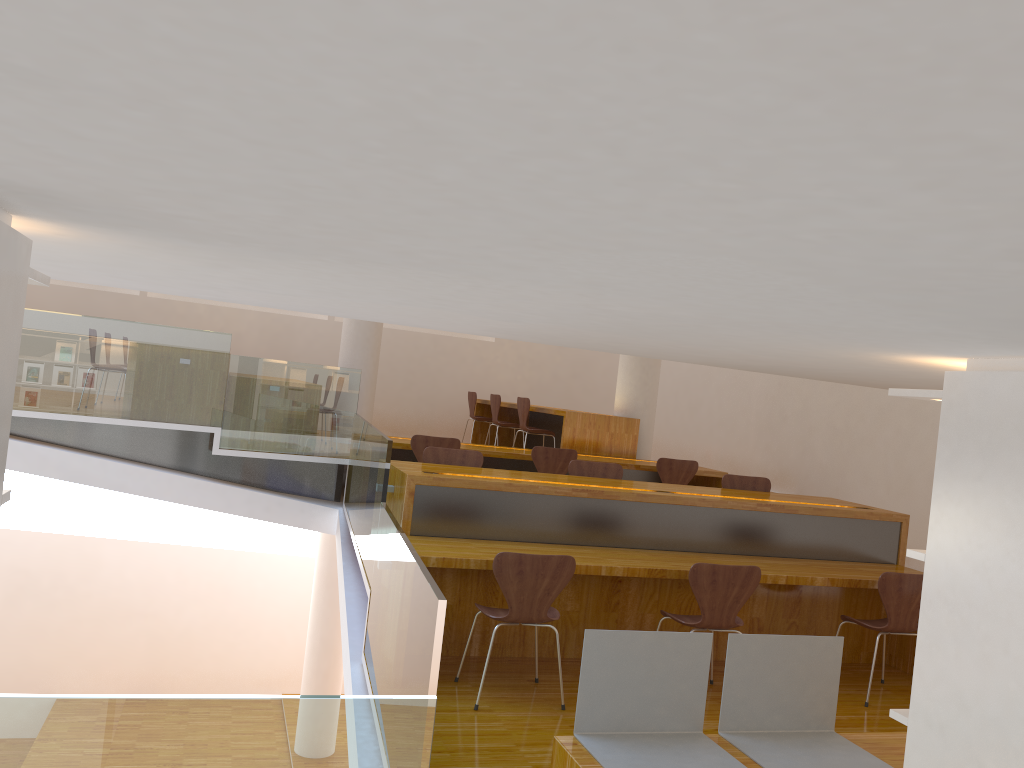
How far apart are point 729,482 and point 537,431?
2.8m

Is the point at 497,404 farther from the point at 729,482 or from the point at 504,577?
the point at 504,577

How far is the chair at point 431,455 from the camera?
5.5 meters

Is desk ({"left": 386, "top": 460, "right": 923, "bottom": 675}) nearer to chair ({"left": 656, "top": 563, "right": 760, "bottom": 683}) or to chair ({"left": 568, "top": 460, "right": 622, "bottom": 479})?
chair ({"left": 656, "top": 563, "right": 760, "bottom": 683})

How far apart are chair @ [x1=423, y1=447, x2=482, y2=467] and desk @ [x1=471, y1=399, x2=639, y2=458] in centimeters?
269cm

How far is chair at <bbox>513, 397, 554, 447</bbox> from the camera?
8.6 meters

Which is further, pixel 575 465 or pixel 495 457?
pixel 495 457

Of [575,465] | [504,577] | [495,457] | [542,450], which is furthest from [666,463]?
[504,577]

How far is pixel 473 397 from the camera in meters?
10.6 m

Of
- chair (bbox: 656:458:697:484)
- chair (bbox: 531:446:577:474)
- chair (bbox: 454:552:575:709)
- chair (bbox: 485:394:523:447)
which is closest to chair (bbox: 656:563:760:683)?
chair (bbox: 454:552:575:709)
